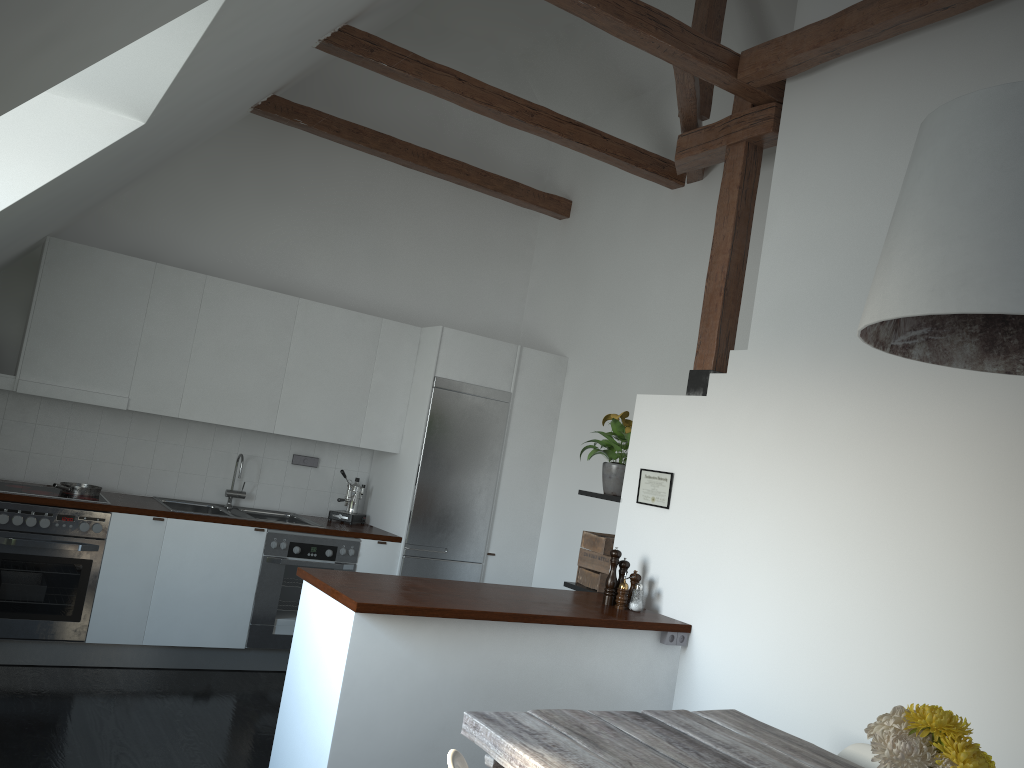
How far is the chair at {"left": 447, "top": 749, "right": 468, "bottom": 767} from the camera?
2.10m

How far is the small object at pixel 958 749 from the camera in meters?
1.8 m

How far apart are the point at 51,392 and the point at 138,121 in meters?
2.3

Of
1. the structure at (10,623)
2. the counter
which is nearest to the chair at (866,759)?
the counter

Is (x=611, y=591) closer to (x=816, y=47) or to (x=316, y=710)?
(x=316, y=710)

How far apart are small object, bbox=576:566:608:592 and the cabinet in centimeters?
75cm

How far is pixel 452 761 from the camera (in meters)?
2.10

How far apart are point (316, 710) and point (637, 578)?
1.7m

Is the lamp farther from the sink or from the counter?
the sink

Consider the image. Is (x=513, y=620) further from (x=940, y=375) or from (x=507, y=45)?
(x=507, y=45)
